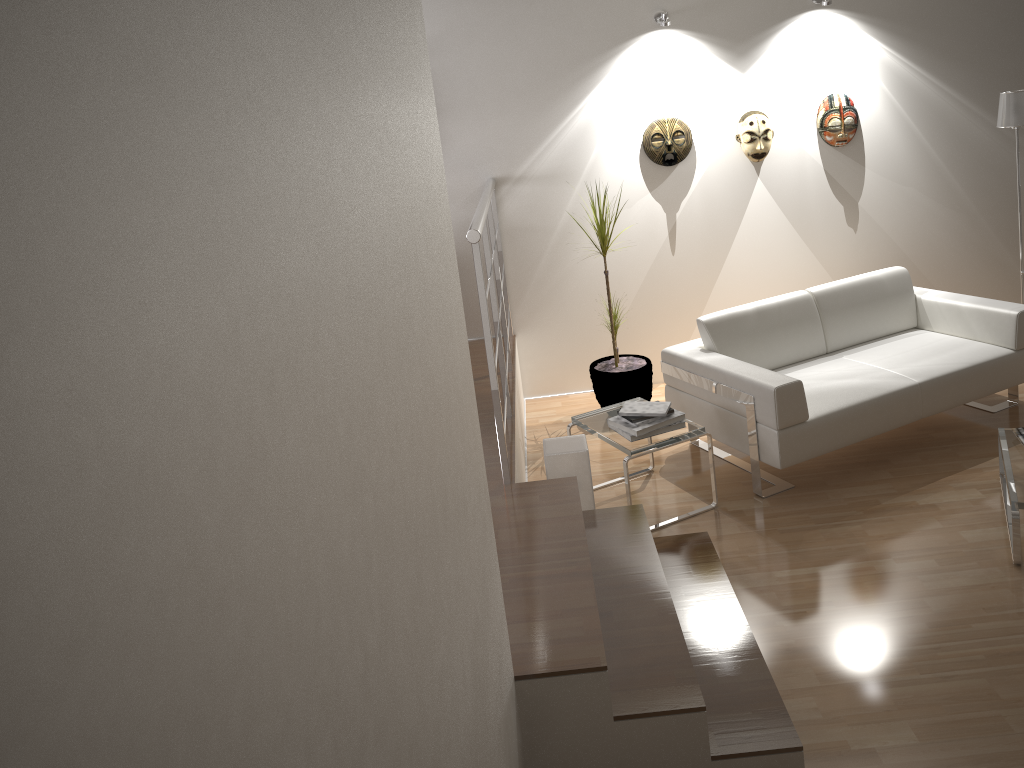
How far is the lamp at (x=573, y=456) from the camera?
3.79m

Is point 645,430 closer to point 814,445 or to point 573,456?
point 573,456

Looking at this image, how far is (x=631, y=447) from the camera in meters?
4.0

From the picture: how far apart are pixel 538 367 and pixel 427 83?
4.0 meters

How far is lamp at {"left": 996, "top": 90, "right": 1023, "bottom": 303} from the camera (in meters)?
4.81

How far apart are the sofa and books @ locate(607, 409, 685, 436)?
0.4 meters

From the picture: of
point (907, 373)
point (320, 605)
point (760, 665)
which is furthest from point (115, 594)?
point (907, 373)

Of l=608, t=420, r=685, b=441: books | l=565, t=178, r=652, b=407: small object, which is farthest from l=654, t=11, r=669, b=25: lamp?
l=608, t=420, r=685, b=441: books

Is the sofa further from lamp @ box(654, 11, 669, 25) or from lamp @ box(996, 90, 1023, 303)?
lamp @ box(654, 11, 669, 25)

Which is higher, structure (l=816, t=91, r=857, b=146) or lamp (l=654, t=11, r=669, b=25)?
lamp (l=654, t=11, r=669, b=25)
